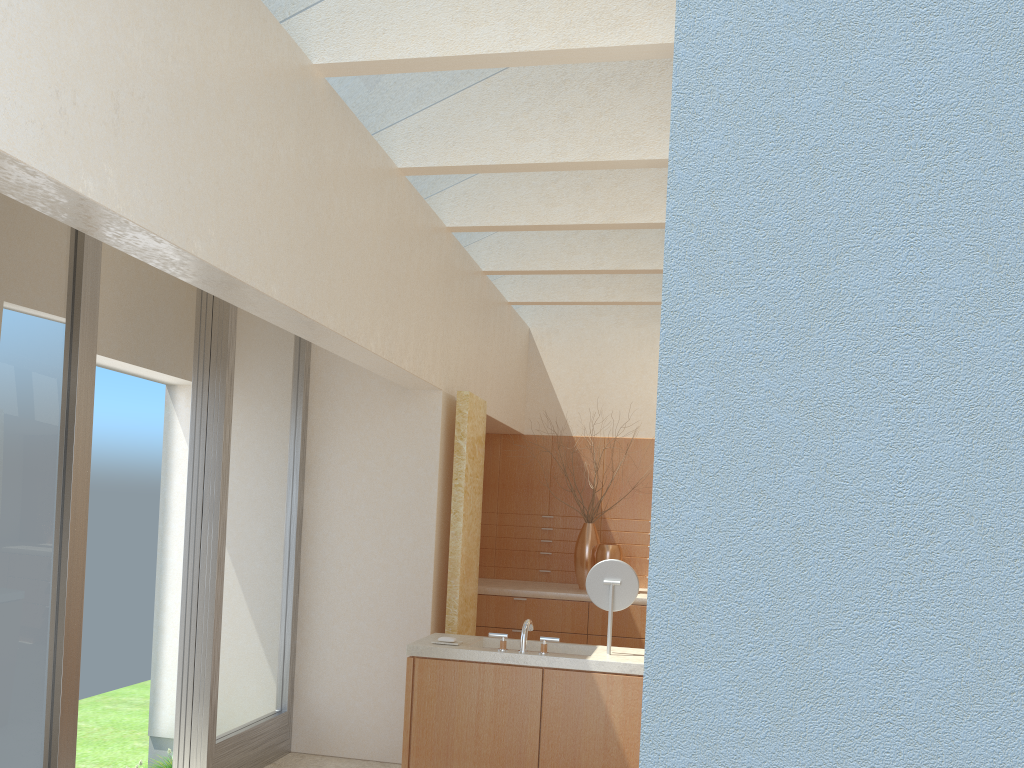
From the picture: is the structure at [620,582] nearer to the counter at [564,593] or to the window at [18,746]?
the window at [18,746]

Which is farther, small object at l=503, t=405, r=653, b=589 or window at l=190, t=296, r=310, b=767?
small object at l=503, t=405, r=653, b=589

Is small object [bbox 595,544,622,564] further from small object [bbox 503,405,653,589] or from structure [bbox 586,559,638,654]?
structure [bbox 586,559,638,654]

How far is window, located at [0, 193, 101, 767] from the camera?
7.95m

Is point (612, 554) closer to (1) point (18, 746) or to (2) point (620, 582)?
(2) point (620, 582)

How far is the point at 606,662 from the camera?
9.8 meters

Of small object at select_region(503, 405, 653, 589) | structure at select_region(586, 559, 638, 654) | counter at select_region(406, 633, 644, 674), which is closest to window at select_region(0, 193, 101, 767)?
counter at select_region(406, 633, 644, 674)

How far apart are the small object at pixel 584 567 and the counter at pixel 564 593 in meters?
0.1

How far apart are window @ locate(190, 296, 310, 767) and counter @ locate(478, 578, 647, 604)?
4.6 meters

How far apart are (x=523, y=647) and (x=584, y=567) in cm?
771
